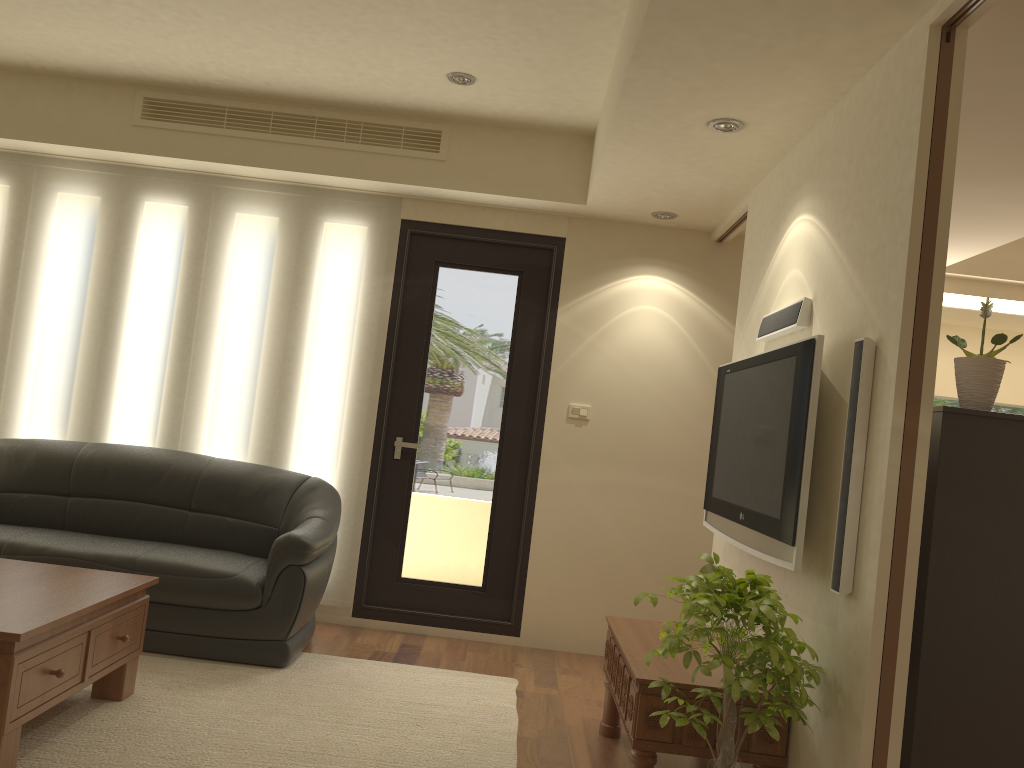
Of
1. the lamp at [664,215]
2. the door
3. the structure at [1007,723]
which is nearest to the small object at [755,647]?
the structure at [1007,723]

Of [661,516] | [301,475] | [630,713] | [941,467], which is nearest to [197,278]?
[301,475]

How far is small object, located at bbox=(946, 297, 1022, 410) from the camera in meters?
2.8

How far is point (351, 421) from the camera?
5.3m

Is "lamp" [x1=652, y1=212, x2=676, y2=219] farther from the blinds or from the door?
the blinds

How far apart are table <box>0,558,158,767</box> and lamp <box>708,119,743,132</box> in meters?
3.0

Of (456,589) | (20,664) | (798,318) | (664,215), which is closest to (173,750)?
(20,664)

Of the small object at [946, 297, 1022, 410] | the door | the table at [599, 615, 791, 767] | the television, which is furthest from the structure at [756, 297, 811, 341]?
the door

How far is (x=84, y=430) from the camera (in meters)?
5.33

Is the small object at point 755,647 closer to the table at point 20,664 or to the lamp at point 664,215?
the table at point 20,664
